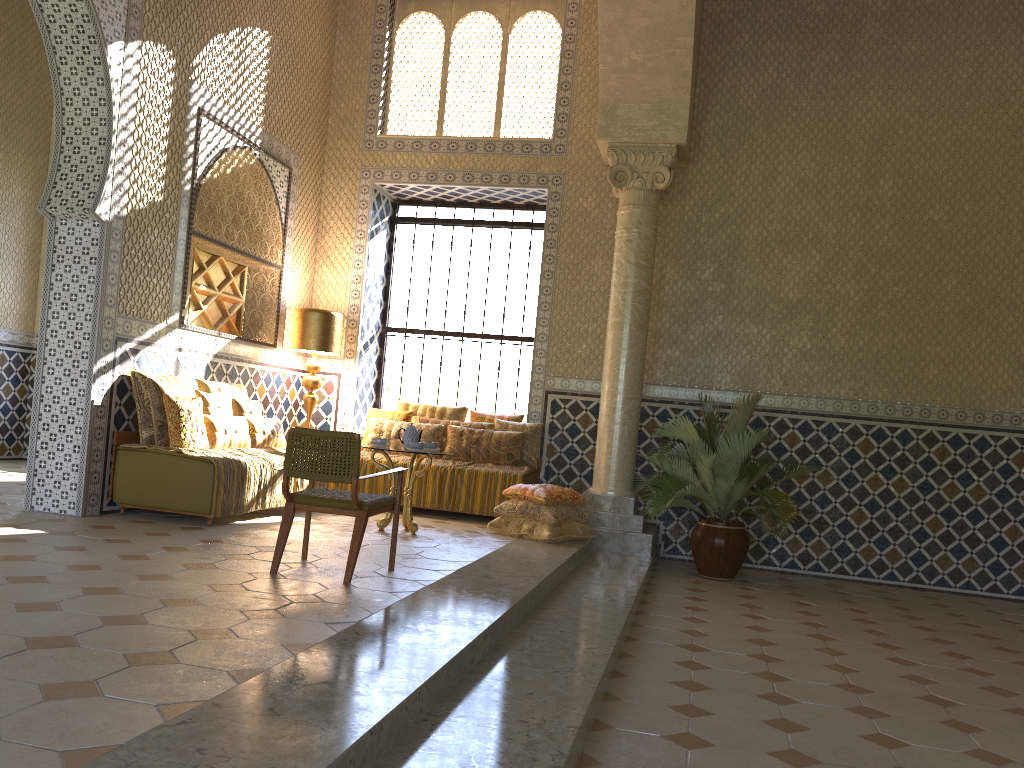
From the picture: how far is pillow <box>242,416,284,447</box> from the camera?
11.18m

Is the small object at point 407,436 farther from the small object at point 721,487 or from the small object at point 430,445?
the small object at point 721,487

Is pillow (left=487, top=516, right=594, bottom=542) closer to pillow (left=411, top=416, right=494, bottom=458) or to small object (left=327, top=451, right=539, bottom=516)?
small object (left=327, top=451, right=539, bottom=516)

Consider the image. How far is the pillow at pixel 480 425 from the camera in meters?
13.0 m

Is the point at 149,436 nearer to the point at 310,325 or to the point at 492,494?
the point at 310,325

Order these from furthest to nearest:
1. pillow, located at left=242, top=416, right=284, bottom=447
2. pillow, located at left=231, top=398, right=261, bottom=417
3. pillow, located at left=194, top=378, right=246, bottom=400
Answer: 1. pillow, located at left=231, top=398, right=261, bottom=417
2. pillow, located at left=242, top=416, right=284, bottom=447
3. pillow, located at left=194, top=378, right=246, bottom=400

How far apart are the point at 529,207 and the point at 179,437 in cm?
719

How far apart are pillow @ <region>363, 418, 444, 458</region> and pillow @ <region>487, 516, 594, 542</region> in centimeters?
225cm

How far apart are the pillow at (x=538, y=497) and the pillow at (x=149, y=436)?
4.2m

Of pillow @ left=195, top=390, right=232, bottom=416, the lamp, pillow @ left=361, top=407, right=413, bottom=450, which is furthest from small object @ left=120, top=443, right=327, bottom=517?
pillow @ left=361, top=407, right=413, bottom=450
